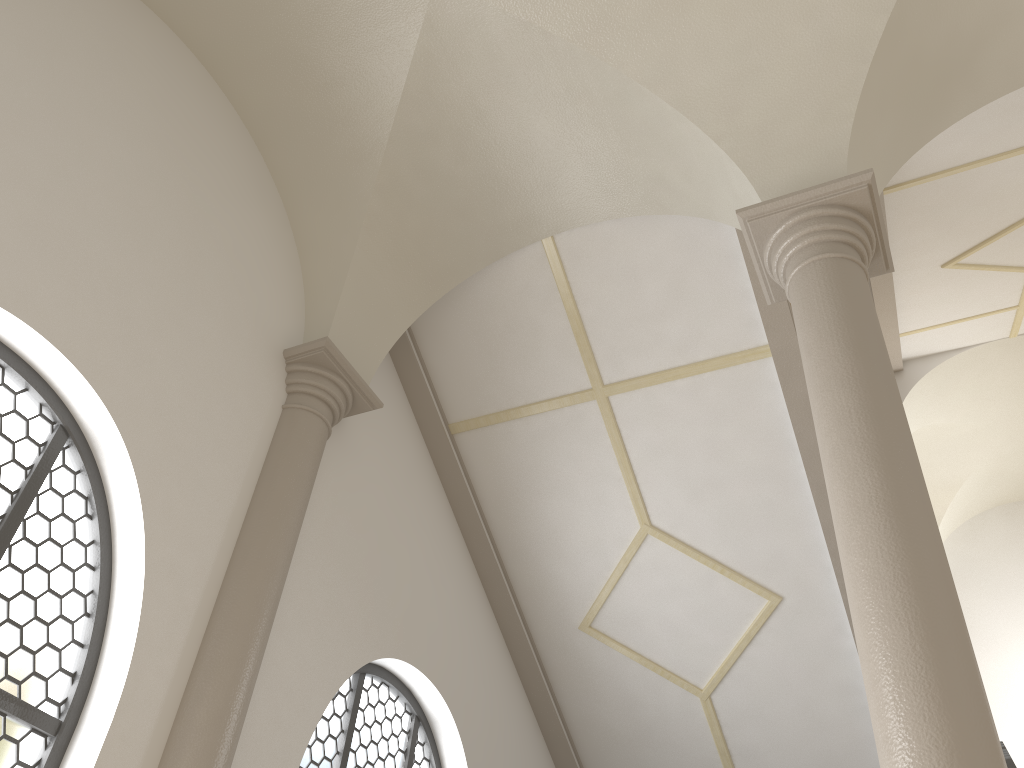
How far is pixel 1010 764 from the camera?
7.1 meters

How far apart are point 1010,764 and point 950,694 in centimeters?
532cm

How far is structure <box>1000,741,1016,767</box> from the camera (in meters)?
7.07

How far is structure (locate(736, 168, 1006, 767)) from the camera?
2.9m

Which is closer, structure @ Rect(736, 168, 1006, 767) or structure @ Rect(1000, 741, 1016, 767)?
structure @ Rect(736, 168, 1006, 767)

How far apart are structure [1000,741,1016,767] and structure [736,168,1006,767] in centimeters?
469cm

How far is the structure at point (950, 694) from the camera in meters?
2.9 m

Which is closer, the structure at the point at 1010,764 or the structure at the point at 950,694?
the structure at the point at 950,694

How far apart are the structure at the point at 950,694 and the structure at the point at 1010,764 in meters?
4.7 m
